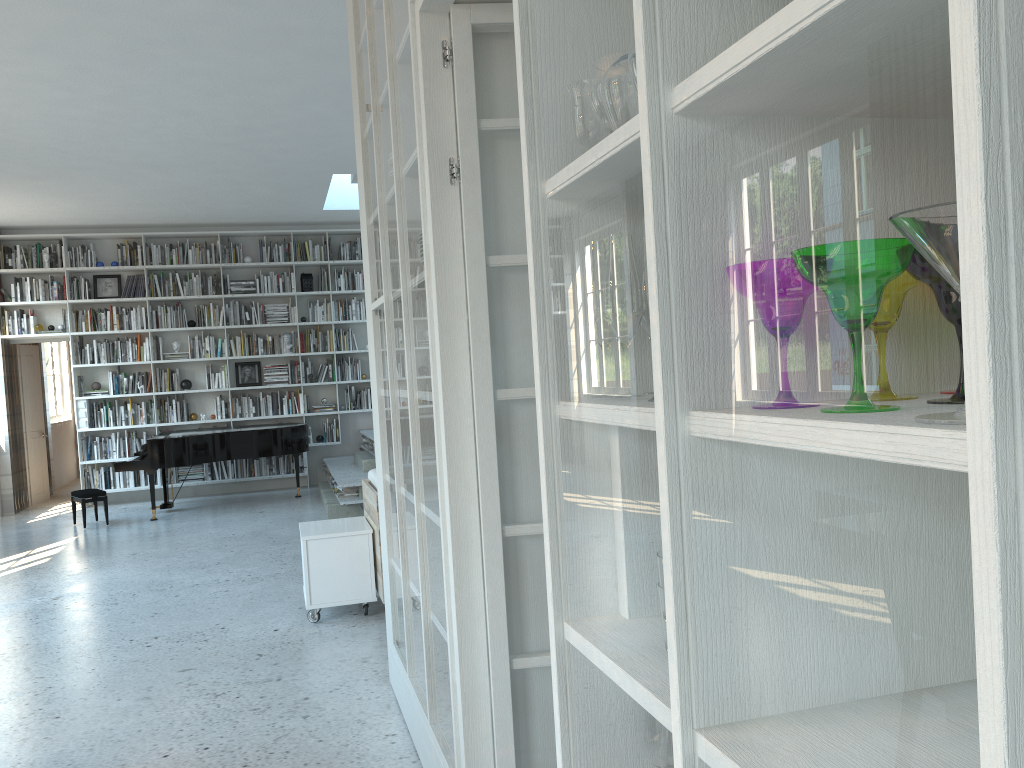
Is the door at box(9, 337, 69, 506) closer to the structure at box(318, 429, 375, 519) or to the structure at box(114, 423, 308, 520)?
the structure at box(114, 423, 308, 520)

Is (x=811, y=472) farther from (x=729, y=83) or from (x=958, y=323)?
(x=729, y=83)

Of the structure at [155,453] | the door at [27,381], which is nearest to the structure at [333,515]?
the structure at [155,453]

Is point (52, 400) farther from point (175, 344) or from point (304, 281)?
point (304, 281)

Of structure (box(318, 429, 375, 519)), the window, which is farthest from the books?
the window

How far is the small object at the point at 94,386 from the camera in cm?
1025

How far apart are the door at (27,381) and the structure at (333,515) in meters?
3.6

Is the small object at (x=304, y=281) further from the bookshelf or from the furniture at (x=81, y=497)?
the furniture at (x=81, y=497)

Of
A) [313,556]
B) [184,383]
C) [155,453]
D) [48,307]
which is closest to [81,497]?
[155,453]

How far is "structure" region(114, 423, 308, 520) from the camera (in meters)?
8.83
